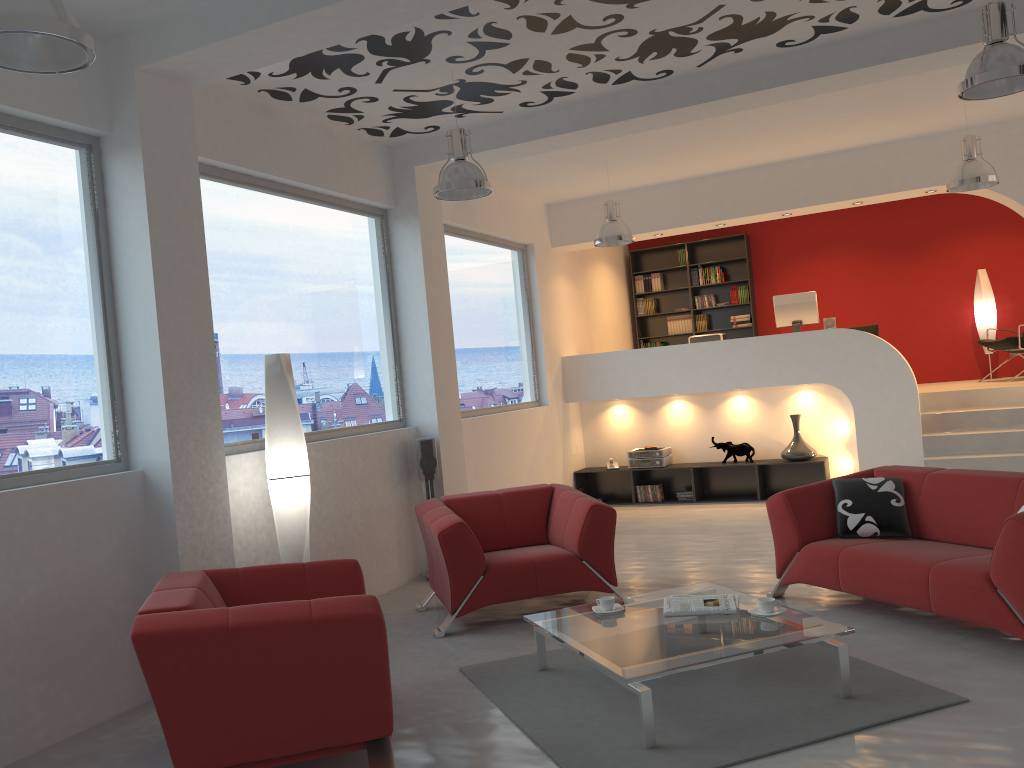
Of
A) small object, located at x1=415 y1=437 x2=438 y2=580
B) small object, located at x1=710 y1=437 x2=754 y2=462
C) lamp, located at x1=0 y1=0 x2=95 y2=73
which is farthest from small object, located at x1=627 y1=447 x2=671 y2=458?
lamp, located at x1=0 y1=0 x2=95 y2=73

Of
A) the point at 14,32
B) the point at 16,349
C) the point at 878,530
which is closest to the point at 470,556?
the point at 878,530

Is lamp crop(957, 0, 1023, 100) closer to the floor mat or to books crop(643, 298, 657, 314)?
the floor mat

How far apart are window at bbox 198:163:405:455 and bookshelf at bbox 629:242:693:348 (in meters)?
6.05

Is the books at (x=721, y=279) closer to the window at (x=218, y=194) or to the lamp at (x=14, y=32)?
the window at (x=218, y=194)

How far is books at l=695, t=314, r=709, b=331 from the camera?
12.33m

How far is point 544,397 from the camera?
9.81m

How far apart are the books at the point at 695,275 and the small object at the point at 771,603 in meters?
8.6

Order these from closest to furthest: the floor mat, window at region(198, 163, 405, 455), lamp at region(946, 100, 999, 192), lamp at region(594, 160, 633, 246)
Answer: the floor mat < window at region(198, 163, 405, 455) < lamp at region(946, 100, 999, 192) < lamp at region(594, 160, 633, 246)

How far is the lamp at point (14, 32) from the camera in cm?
276
